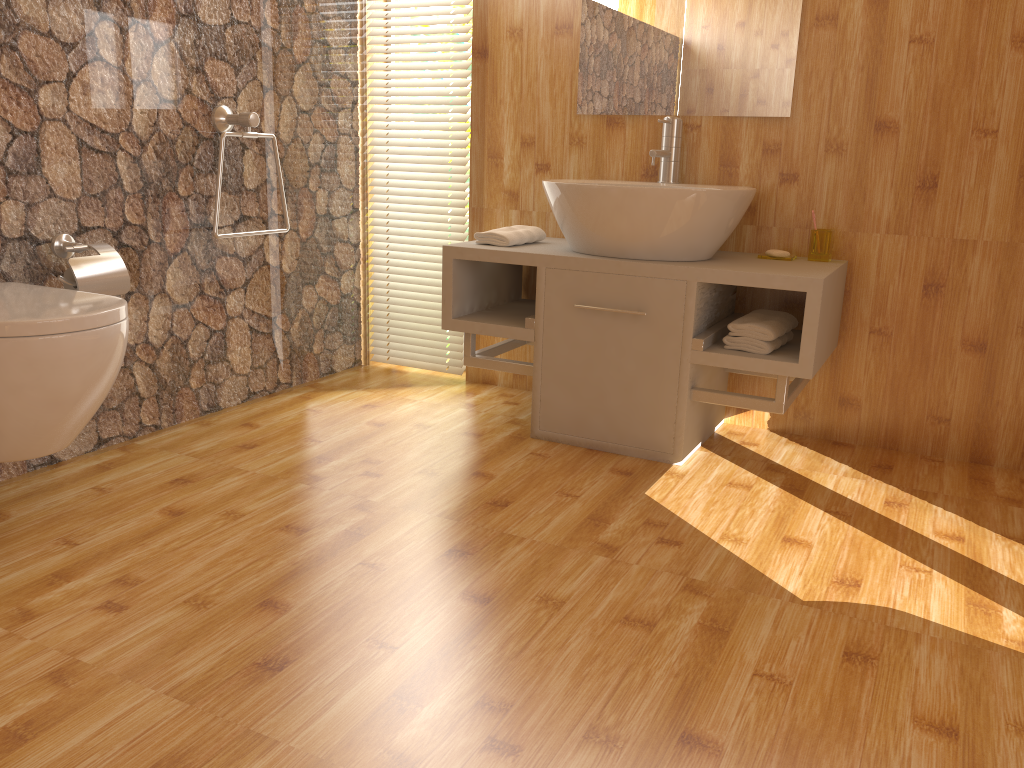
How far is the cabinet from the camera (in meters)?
2.41

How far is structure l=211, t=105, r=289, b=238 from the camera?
2.65m

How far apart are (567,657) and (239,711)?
0.55m

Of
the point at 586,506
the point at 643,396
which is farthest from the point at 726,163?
the point at 586,506

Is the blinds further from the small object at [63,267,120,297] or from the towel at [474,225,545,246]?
the small object at [63,267,120,297]

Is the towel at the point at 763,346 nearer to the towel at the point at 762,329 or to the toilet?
the towel at the point at 762,329

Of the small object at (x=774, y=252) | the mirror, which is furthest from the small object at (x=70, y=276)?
the small object at (x=774, y=252)

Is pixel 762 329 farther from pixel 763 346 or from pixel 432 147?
pixel 432 147

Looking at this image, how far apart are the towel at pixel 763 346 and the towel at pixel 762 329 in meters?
0.0 m

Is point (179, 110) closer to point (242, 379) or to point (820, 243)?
point (242, 379)
